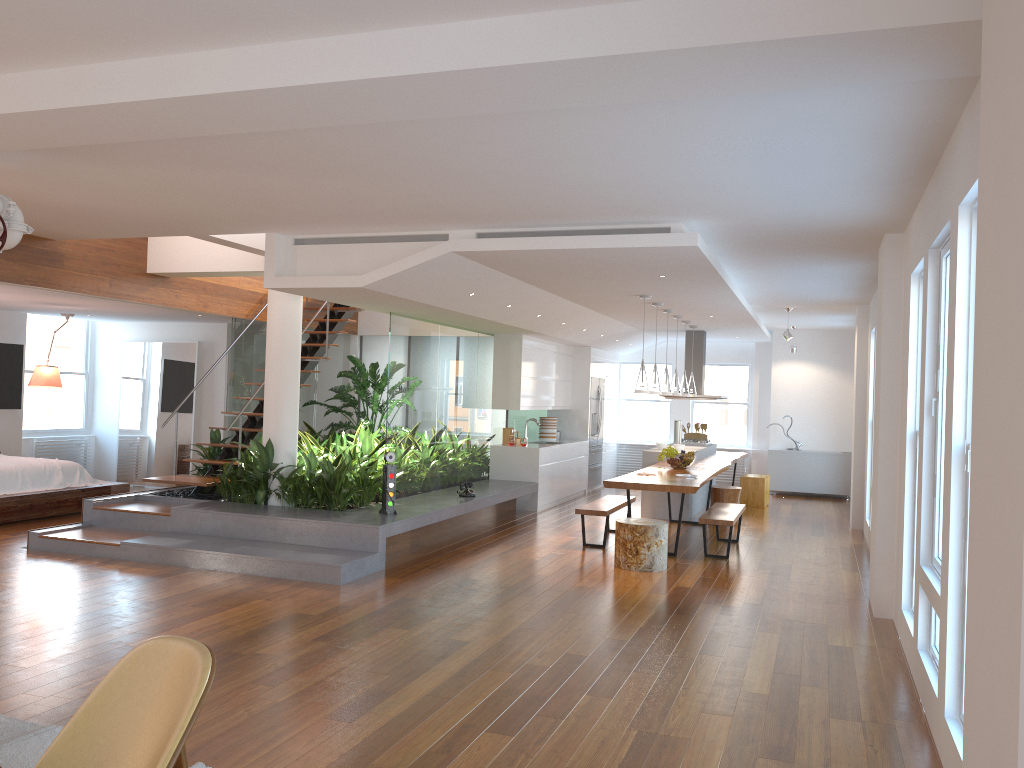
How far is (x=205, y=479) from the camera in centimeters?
886cm

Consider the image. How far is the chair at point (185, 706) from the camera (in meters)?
2.36

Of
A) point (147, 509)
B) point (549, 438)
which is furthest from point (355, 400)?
point (147, 509)

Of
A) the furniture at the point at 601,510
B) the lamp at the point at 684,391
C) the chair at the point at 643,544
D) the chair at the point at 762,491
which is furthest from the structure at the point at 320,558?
the chair at the point at 762,491

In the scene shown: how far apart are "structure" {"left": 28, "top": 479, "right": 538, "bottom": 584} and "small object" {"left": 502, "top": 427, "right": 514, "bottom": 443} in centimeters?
99cm

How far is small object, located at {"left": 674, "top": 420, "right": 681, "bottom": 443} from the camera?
12.8m

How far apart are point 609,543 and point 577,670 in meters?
4.3 m

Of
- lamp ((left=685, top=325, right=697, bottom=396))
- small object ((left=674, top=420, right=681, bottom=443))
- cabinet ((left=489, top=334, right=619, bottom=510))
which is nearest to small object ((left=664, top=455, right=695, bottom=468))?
cabinet ((left=489, top=334, right=619, bottom=510))

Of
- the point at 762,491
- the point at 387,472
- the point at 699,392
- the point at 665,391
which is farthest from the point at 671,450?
the point at 387,472

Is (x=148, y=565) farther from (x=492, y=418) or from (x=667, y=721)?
(x=492, y=418)
